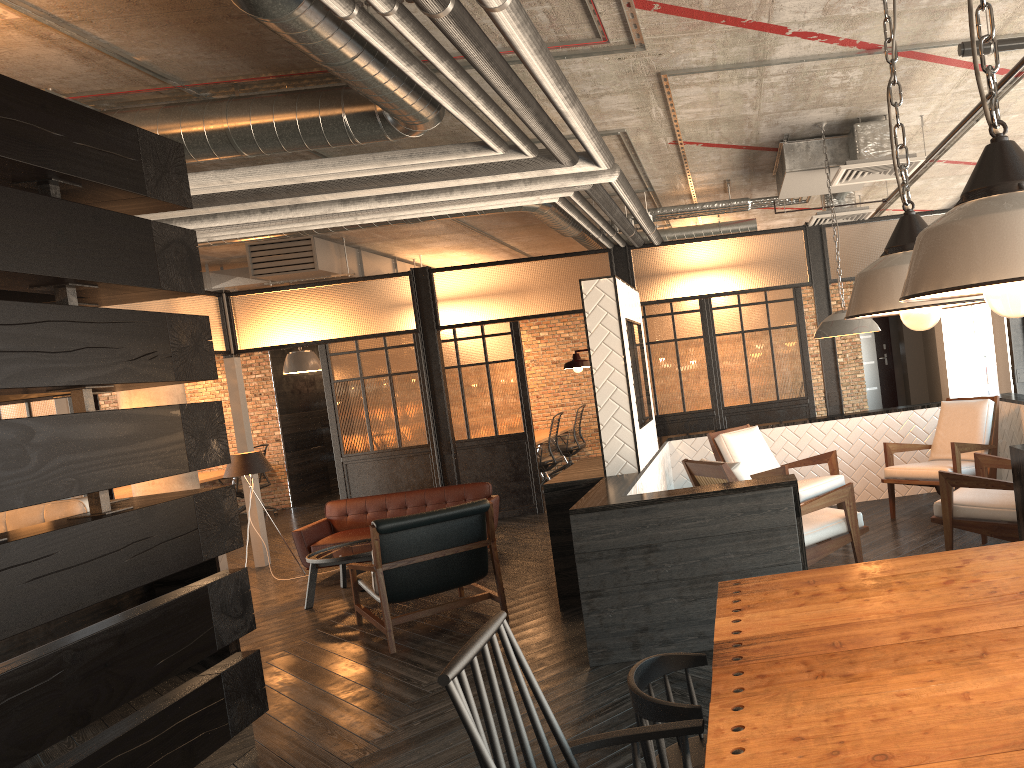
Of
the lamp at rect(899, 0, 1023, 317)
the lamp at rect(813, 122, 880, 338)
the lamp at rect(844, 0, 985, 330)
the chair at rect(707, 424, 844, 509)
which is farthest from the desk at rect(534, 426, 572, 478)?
the lamp at rect(899, 0, 1023, 317)

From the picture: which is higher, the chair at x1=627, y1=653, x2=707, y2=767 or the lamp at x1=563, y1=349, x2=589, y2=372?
the lamp at x1=563, y1=349, x2=589, y2=372

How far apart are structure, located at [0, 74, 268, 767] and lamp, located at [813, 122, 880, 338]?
3.7 meters

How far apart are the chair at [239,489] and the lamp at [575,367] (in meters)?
9.11

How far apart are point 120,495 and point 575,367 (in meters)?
8.60

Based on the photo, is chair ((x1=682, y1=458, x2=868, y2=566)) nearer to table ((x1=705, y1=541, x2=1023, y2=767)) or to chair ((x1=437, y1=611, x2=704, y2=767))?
table ((x1=705, y1=541, x2=1023, y2=767))

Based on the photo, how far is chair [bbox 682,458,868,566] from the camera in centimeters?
471cm

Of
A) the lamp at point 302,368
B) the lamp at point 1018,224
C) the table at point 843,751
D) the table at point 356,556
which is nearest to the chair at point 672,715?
the table at point 843,751

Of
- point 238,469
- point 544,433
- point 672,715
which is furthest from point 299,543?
point 672,715

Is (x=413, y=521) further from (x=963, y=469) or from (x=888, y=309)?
(x=888, y=309)
